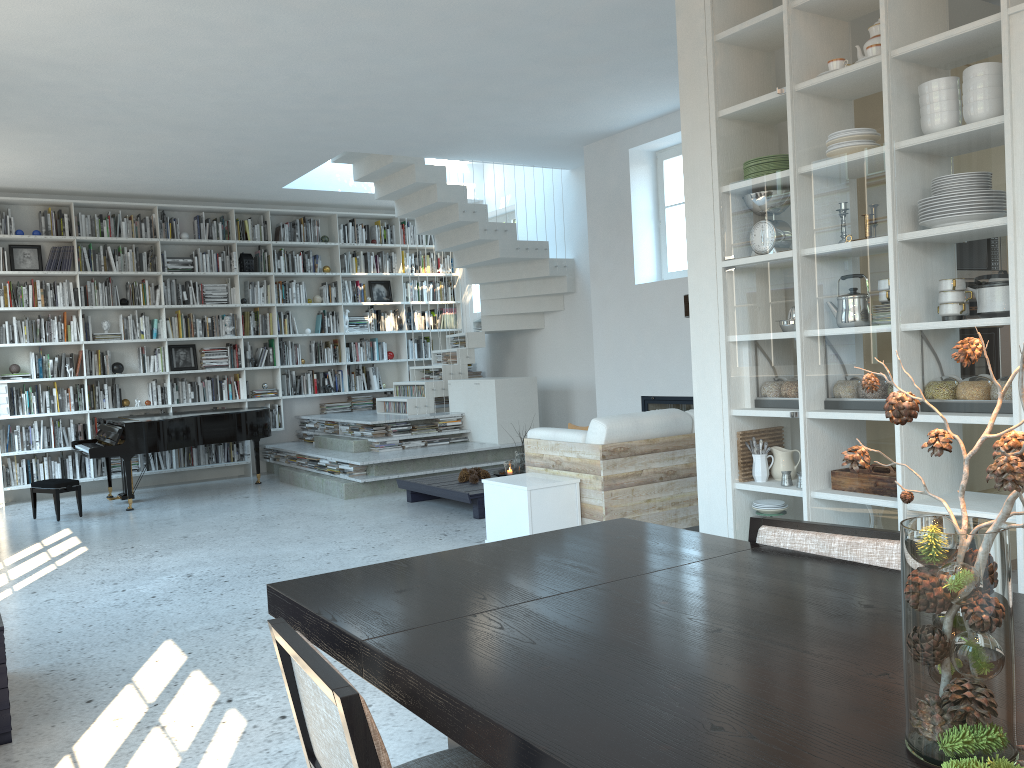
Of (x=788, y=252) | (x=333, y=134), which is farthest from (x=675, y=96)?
(x=788, y=252)

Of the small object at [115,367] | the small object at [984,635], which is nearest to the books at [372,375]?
the small object at [115,367]

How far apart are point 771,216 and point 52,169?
7.22m

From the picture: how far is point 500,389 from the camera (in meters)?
9.08

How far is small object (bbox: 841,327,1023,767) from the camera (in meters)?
0.99

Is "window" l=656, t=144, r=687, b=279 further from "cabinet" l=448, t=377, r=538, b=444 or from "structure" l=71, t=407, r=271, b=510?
"structure" l=71, t=407, r=271, b=510

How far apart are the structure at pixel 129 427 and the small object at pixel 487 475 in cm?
297

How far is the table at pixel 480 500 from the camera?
6.8 meters

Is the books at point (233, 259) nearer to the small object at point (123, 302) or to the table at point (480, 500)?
the small object at point (123, 302)

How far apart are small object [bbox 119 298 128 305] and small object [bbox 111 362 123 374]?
0.69m
